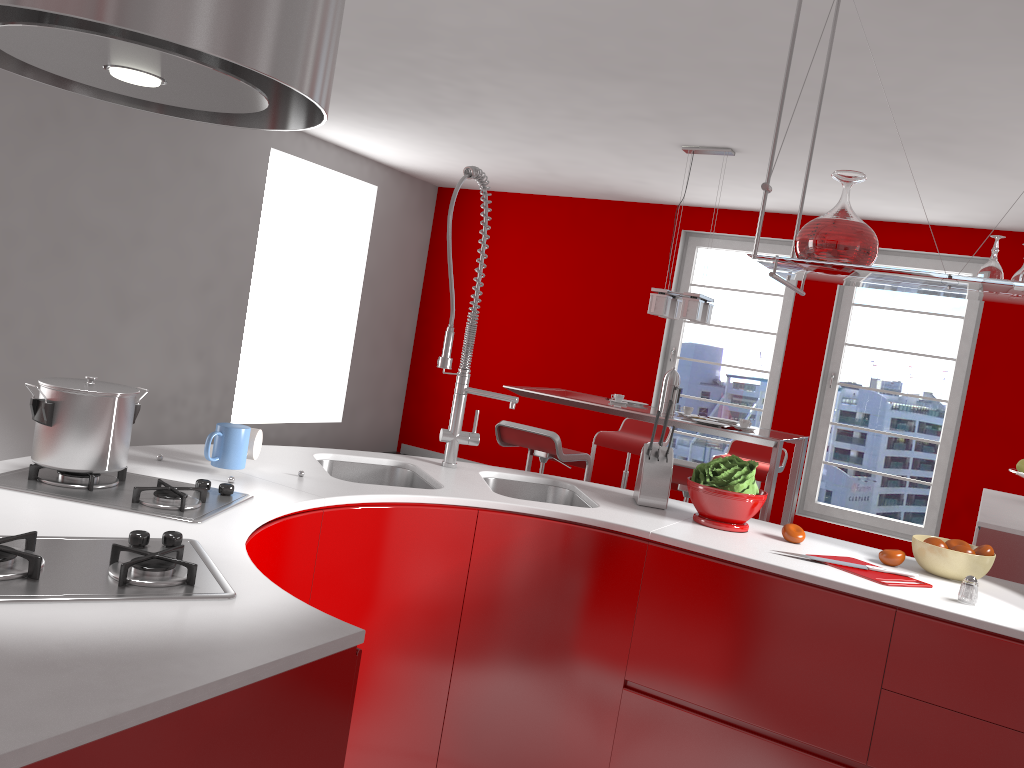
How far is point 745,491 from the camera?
2.5 meters

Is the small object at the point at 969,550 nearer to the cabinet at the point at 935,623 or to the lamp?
the cabinet at the point at 935,623

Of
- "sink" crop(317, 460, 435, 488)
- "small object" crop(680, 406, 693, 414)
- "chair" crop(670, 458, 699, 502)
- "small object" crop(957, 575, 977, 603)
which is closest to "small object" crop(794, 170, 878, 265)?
"small object" crop(957, 575, 977, 603)

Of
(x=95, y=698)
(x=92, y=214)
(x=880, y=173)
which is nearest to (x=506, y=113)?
(x=880, y=173)

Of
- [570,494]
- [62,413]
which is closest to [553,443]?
[570,494]

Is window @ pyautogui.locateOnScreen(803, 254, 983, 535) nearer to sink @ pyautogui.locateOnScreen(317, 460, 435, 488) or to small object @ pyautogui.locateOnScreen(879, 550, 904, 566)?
small object @ pyautogui.locateOnScreen(879, 550, 904, 566)

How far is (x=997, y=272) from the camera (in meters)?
2.23

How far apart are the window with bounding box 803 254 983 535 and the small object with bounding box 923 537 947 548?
4.6 meters

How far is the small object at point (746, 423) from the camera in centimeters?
504cm

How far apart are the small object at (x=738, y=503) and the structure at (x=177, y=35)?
1.4m
